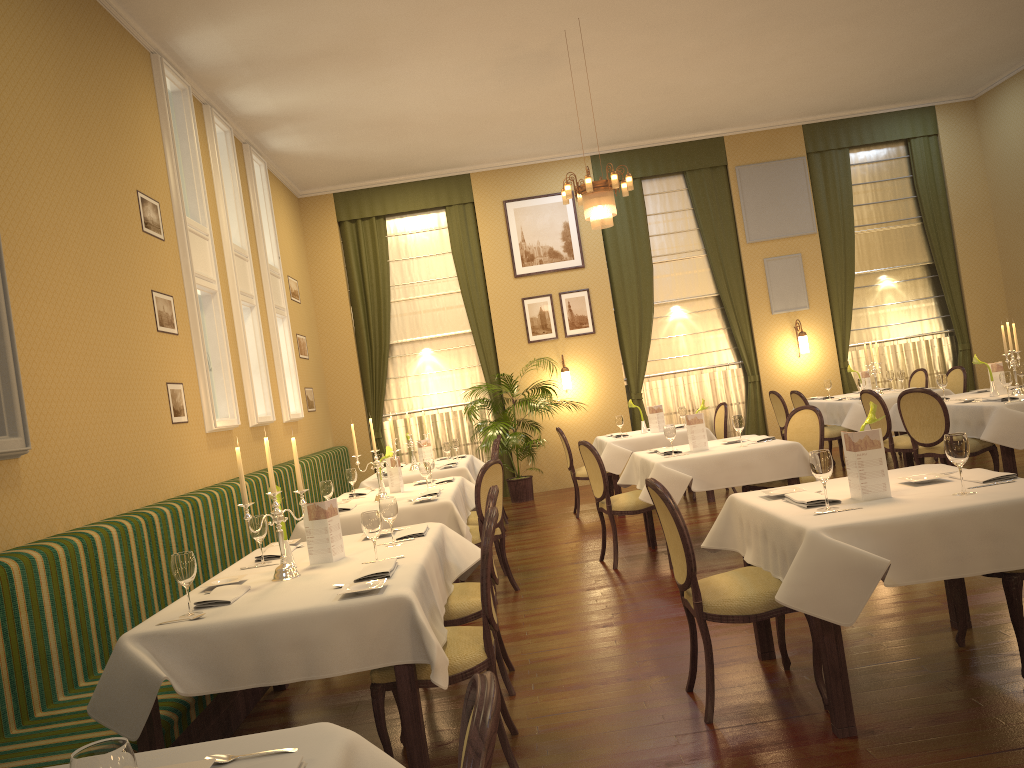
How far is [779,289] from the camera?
12.0 meters

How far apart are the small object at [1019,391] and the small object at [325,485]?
5.5m

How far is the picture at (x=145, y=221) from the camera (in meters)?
6.25

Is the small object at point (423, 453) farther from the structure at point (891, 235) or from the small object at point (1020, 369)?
the structure at point (891, 235)

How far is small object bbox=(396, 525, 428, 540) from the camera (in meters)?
4.34

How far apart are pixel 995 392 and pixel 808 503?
4.80m

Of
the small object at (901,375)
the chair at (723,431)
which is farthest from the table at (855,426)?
the chair at (723,431)

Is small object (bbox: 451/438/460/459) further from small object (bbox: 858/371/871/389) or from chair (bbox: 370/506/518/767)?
chair (bbox: 370/506/518/767)

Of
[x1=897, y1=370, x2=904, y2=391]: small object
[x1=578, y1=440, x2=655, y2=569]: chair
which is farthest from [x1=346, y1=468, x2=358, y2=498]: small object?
[x1=897, y1=370, x2=904, y2=391]: small object

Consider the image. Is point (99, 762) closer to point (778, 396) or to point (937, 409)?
point (937, 409)
